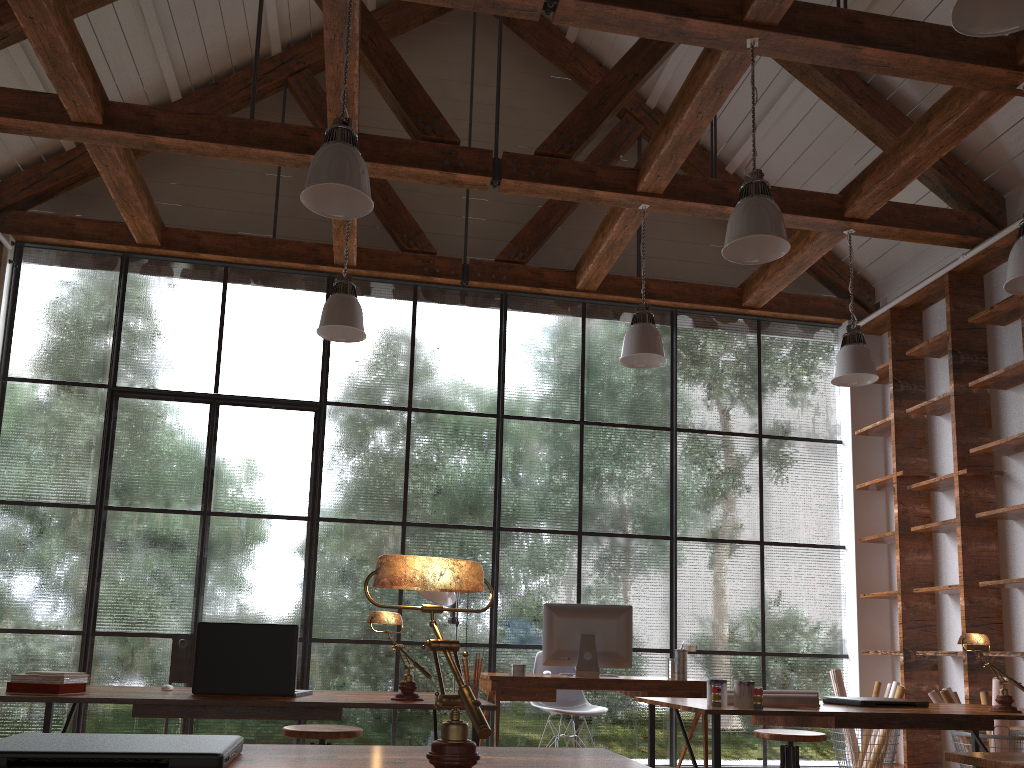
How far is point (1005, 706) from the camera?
3.1m

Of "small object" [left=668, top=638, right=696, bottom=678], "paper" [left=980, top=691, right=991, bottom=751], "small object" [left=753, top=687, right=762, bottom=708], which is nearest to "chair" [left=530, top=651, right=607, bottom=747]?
"small object" [left=668, top=638, right=696, bottom=678]

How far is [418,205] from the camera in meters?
7.3

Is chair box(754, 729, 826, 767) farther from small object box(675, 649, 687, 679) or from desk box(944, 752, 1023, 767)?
desk box(944, 752, 1023, 767)

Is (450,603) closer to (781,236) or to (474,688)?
(474,688)

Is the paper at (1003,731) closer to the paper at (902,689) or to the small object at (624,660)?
the paper at (902,689)

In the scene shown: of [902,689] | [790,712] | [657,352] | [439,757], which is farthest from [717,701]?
[902,689]

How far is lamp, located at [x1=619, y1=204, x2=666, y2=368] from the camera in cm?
530

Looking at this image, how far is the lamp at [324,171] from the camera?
3.6m

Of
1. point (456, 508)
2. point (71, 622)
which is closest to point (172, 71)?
point (456, 508)
